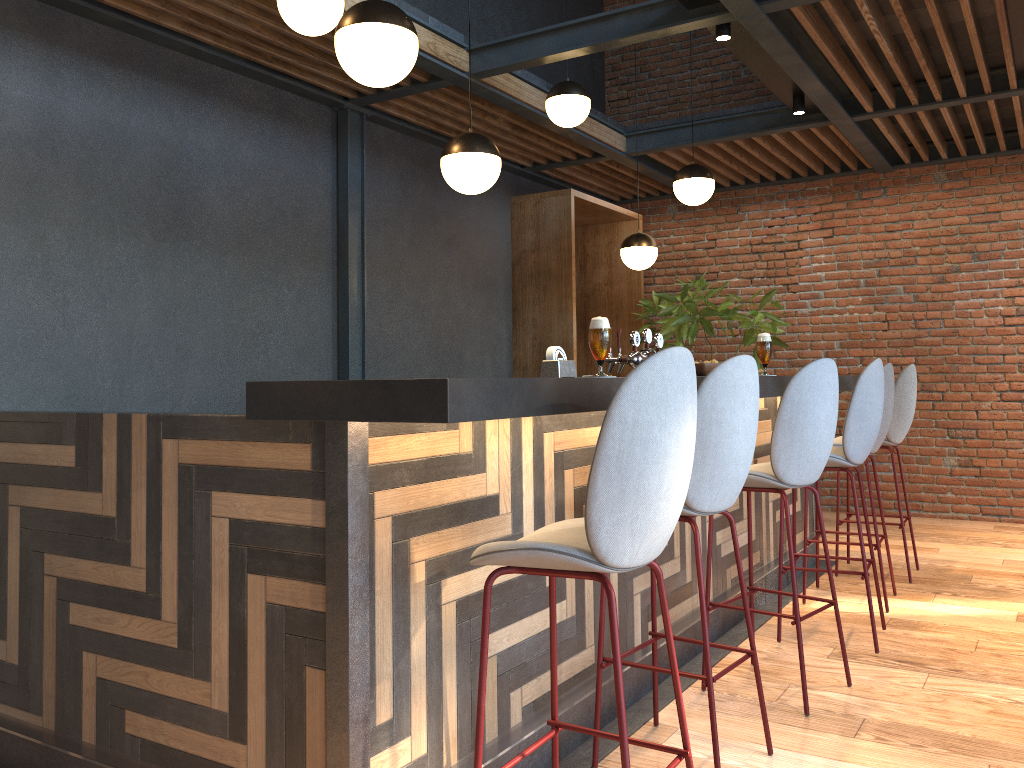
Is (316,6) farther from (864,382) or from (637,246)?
(637,246)

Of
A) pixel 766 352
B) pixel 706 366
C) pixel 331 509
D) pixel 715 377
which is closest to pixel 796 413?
pixel 706 366

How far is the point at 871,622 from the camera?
3.8 meters

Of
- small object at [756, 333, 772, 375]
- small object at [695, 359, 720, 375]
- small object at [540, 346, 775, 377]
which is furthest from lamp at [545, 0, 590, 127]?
small object at [540, 346, 775, 377]

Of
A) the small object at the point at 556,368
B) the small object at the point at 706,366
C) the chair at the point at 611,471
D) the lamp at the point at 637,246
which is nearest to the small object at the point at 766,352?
the small object at the point at 706,366

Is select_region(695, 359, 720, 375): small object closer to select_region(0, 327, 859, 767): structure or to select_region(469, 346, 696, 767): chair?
select_region(0, 327, 859, 767): structure

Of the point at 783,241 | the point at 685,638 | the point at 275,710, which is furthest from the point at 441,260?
the point at 275,710

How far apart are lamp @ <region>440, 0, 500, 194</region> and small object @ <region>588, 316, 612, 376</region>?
1.4 meters

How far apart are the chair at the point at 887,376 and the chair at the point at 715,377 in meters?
2.0

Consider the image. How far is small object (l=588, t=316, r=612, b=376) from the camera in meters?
2.6
